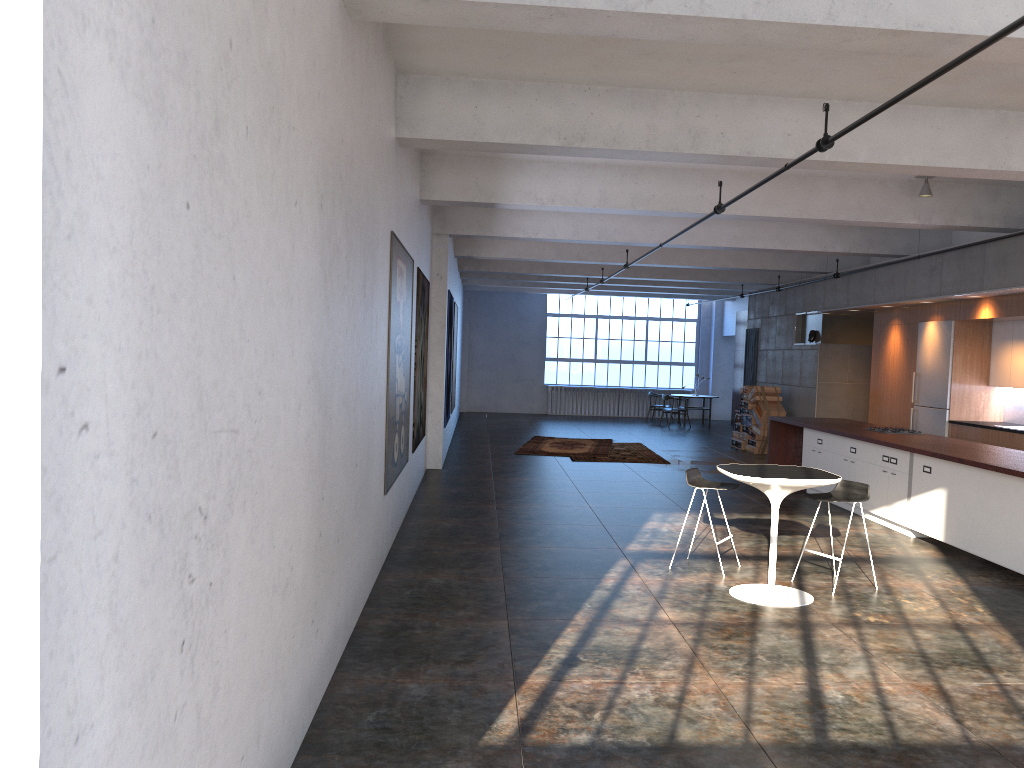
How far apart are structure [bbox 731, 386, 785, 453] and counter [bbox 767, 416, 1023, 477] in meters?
3.5 m

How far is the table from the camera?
6.2m

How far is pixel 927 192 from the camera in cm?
1002

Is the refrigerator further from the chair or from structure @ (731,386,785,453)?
the chair

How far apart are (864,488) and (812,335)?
9.87m

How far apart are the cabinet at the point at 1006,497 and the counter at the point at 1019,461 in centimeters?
10cm

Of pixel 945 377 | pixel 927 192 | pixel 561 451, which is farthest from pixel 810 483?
pixel 561 451

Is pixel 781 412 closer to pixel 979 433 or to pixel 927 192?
pixel 979 433

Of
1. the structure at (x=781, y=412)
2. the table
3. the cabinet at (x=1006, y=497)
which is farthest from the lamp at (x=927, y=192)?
the structure at (x=781, y=412)

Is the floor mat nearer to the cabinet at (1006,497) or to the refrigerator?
the cabinet at (1006,497)
